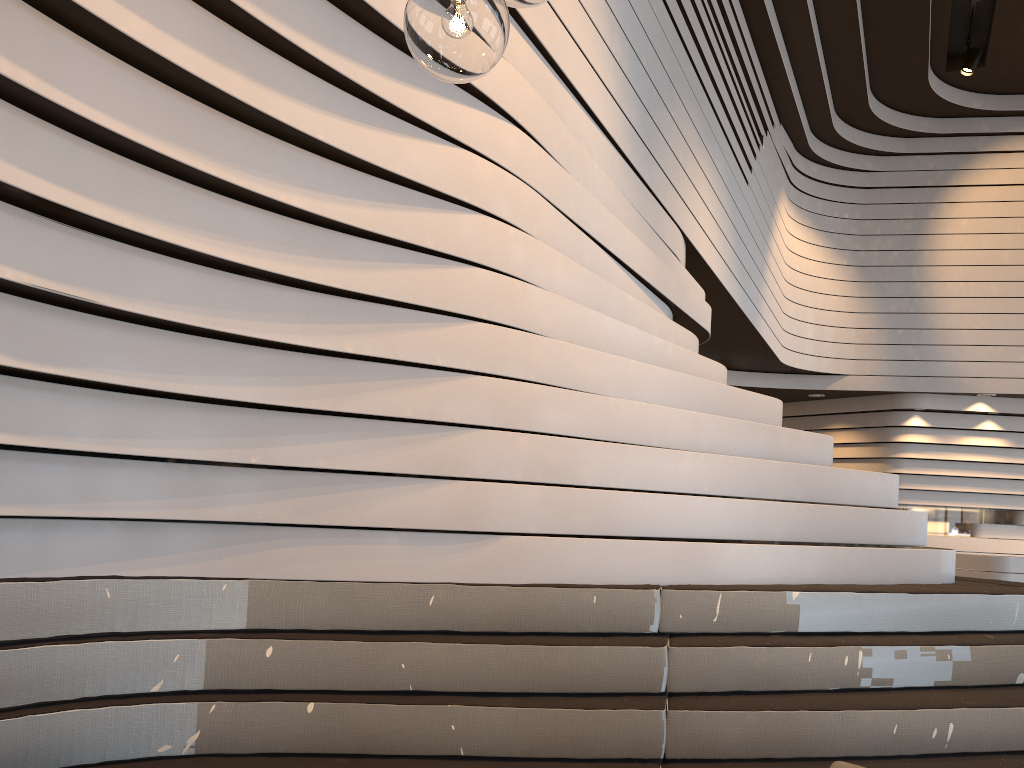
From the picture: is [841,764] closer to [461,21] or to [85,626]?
[461,21]

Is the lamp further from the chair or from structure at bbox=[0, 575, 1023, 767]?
structure at bbox=[0, 575, 1023, 767]

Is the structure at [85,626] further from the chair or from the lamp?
the lamp

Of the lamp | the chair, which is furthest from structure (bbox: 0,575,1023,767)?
the lamp

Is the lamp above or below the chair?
above

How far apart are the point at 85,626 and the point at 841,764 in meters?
2.0

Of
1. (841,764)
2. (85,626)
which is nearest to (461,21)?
(841,764)

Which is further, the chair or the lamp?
the chair

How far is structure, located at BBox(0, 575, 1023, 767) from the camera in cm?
248

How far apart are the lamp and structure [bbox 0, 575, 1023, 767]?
1.80m
